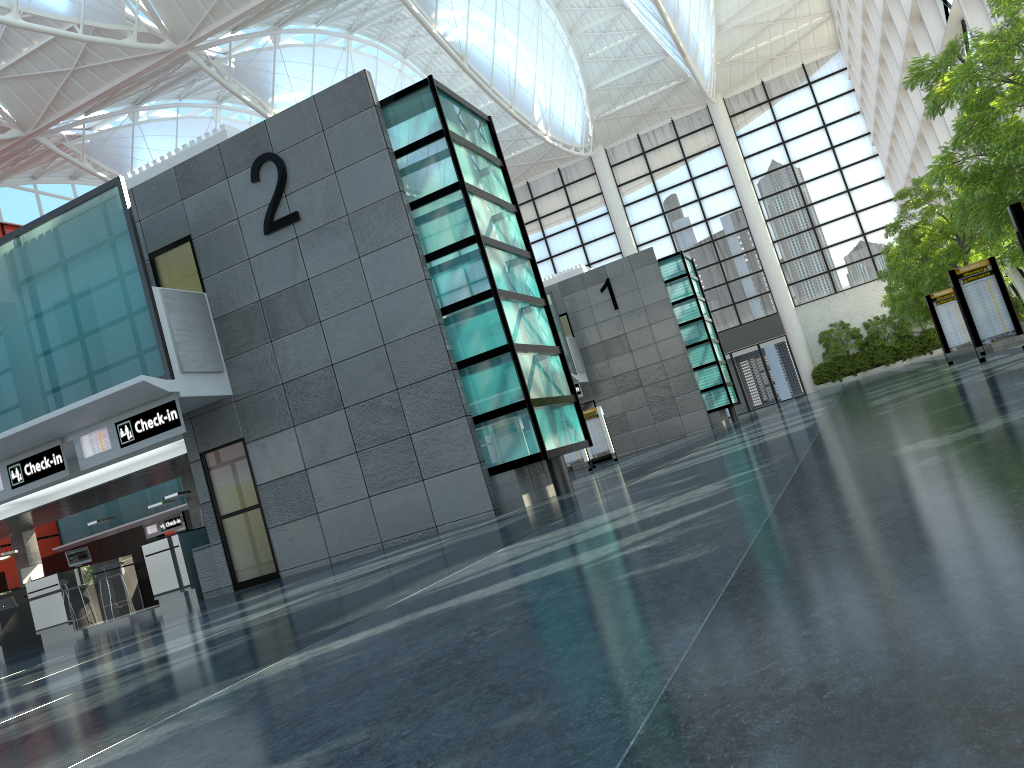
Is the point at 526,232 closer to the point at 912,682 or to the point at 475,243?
the point at 475,243
